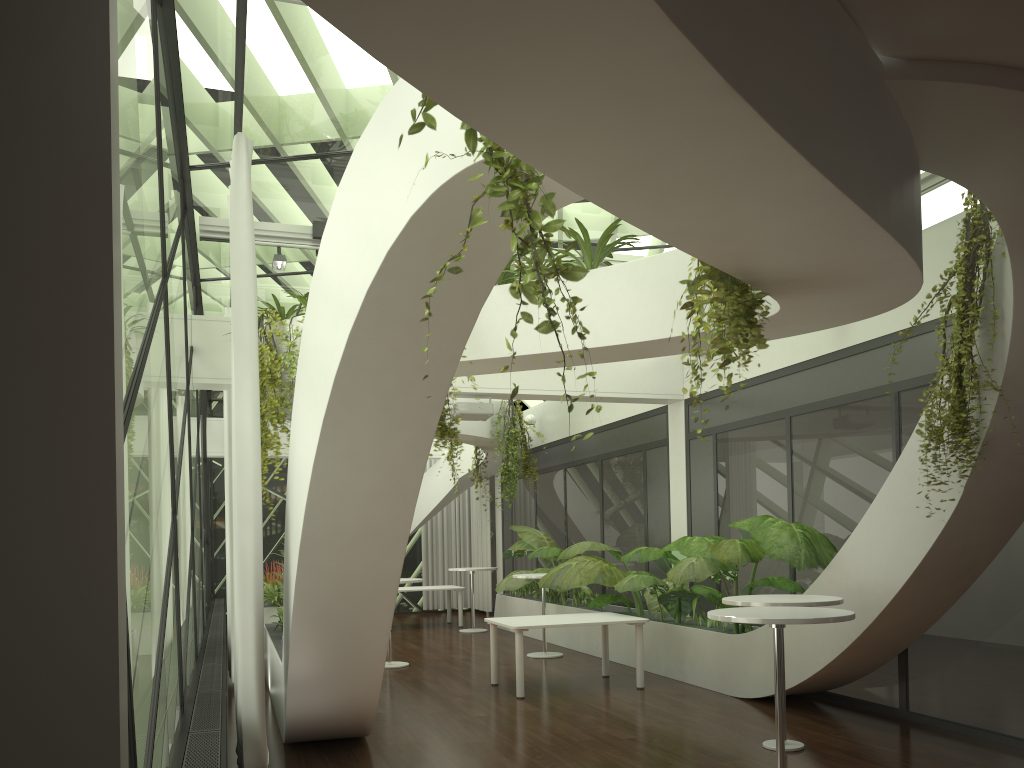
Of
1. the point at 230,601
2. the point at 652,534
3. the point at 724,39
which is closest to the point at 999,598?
the point at 652,534

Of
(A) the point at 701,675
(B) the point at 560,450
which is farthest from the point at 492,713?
(B) the point at 560,450

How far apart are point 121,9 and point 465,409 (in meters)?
7.16

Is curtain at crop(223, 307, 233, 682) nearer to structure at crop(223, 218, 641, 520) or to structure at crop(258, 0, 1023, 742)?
structure at crop(258, 0, 1023, 742)

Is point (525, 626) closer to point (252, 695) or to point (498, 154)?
point (252, 695)

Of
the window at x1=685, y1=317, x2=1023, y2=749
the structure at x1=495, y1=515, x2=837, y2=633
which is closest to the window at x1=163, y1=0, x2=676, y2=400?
the window at x1=685, y1=317, x2=1023, y2=749

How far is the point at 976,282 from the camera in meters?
5.3

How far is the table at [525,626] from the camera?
8.4 meters

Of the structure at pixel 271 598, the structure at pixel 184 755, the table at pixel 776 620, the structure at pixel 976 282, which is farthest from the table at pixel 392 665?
the structure at pixel 976 282

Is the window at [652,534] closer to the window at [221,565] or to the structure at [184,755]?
the window at [221,565]
